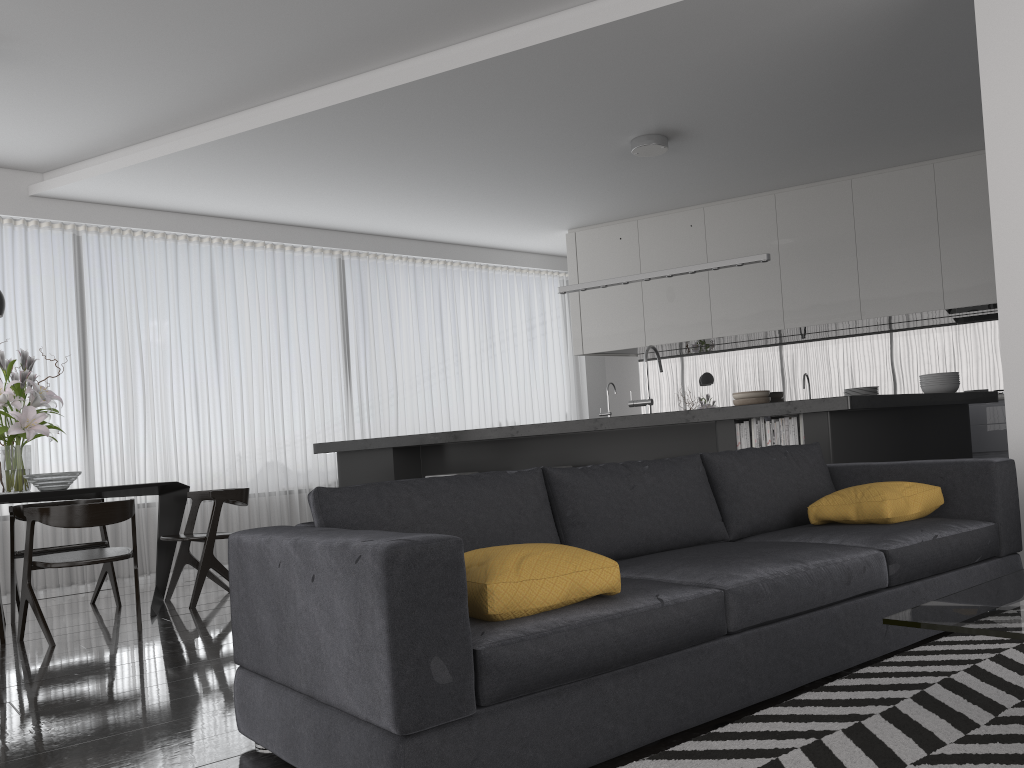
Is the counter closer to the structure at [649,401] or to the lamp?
the structure at [649,401]

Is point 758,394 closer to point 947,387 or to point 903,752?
point 947,387

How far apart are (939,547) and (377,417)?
6.4 meters

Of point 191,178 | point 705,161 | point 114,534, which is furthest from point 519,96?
point 114,534

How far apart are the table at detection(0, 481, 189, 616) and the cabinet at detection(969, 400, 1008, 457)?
5.79m

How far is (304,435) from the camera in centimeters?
828cm

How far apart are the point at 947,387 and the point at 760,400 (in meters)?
2.56

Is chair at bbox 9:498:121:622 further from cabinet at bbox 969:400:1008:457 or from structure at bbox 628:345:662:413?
cabinet at bbox 969:400:1008:457

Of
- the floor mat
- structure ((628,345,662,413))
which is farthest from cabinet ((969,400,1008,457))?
the floor mat

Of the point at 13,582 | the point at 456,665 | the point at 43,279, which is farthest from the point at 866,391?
the point at 43,279
